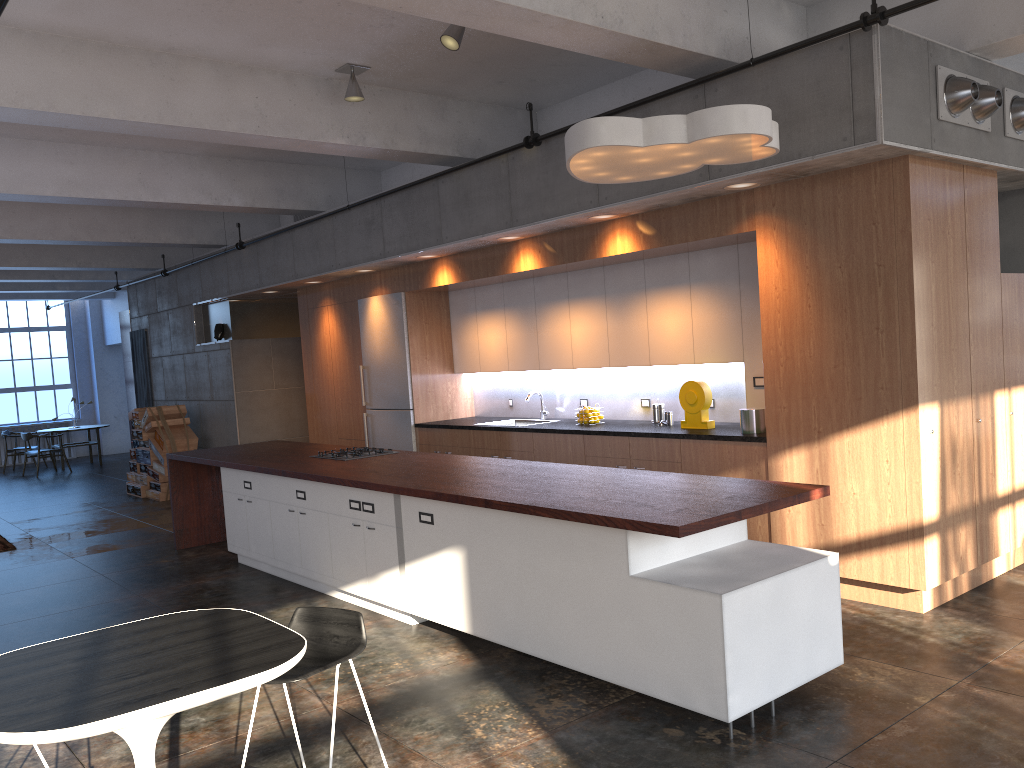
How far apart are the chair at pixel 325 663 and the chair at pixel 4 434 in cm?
1718

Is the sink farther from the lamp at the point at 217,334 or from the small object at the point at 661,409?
the lamp at the point at 217,334

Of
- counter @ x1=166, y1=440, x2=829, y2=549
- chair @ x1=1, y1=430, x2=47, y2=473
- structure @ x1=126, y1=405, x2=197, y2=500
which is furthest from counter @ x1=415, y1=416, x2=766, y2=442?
chair @ x1=1, y1=430, x2=47, y2=473

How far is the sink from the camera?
8.9m

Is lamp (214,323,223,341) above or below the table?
above

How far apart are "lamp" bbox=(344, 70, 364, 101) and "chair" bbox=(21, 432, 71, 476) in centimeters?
1306cm

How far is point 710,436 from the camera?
6.3 meters

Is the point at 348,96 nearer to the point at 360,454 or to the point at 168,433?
the point at 360,454

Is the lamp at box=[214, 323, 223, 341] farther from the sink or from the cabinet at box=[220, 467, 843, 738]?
the sink

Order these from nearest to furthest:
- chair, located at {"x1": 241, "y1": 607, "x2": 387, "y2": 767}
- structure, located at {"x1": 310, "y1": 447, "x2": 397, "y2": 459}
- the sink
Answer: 1. chair, located at {"x1": 241, "y1": 607, "x2": 387, "y2": 767}
2. structure, located at {"x1": 310, "y1": 447, "x2": 397, "y2": 459}
3. the sink
